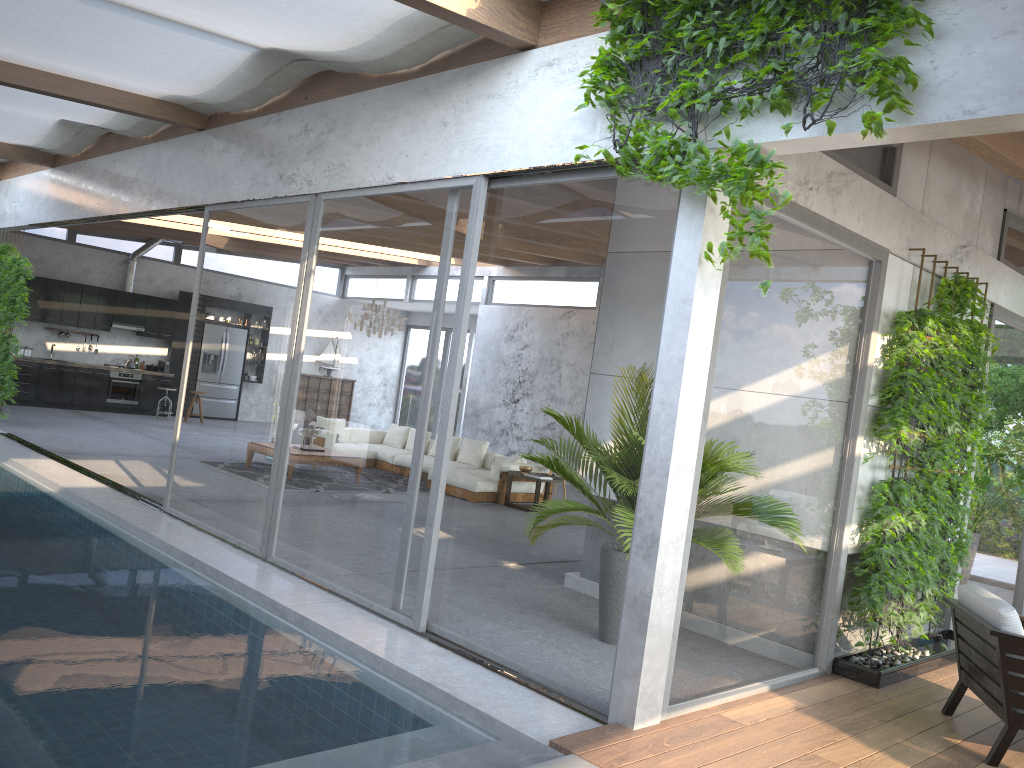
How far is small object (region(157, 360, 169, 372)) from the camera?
17.4m

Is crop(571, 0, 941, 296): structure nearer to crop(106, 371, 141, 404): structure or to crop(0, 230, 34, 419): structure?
crop(0, 230, 34, 419): structure

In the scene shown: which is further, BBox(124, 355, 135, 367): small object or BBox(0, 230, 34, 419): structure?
BBox(124, 355, 135, 367): small object

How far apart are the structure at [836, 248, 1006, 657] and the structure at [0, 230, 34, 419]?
11.24m

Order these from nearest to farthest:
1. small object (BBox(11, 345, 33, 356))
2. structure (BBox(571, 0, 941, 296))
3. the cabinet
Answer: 1. structure (BBox(571, 0, 941, 296))
2. the cabinet
3. small object (BBox(11, 345, 33, 356))

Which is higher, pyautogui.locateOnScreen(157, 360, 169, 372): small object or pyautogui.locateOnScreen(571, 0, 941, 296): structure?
pyautogui.locateOnScreen(571, 0, 941, 296): structure

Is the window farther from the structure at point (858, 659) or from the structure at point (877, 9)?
the structure at point (858, 659)

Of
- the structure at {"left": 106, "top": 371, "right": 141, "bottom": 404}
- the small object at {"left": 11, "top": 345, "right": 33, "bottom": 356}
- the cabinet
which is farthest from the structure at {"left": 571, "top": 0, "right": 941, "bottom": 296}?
the small object at {"left": 11, "top": 345, "right": 33, "bottom": 356}

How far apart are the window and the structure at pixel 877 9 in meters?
0.1 m

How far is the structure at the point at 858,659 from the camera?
5.5 meters
